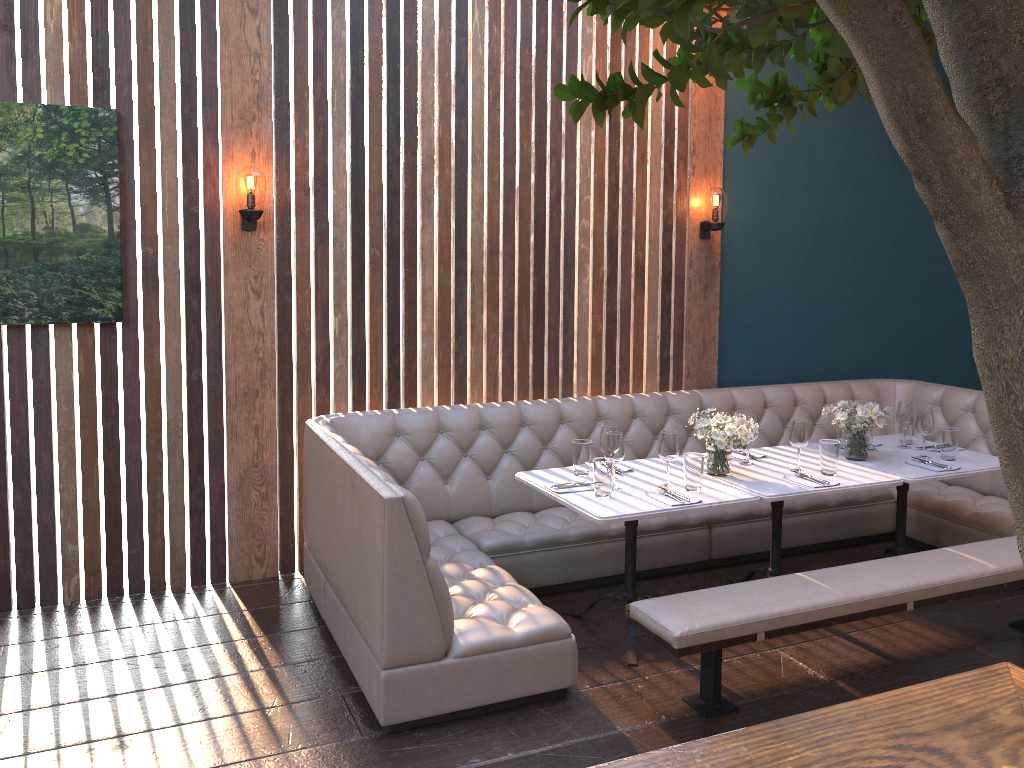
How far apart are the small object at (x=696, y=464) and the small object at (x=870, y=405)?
0.98m

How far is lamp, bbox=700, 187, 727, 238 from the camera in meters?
5.3

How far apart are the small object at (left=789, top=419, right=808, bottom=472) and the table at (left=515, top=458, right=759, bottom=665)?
0.47m

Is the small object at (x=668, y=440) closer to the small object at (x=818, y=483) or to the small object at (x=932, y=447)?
the small object at (x=818, y=483)

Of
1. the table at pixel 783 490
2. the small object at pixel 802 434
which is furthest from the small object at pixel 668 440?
the small object at pixel 802 434

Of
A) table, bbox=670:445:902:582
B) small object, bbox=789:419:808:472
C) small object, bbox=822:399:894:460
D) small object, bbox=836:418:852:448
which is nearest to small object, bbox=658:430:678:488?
table, bbox=670:445:902:582

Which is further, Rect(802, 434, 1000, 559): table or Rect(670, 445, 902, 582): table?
Rect(802, 434, 1000, 559): table

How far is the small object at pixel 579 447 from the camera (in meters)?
4.05

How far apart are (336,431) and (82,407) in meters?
1.2

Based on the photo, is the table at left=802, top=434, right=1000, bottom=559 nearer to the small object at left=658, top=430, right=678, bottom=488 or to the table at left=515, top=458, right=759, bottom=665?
the table at left=515, top=458, right=759, bottom=665
